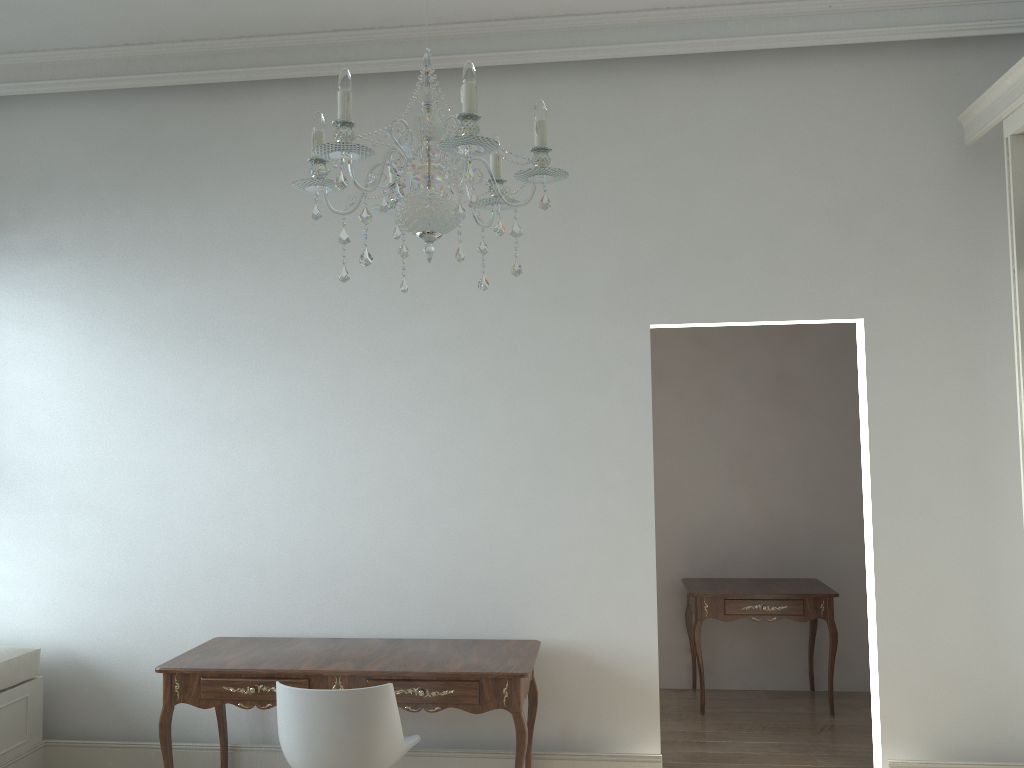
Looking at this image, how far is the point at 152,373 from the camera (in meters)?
4.11

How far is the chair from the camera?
2.9m

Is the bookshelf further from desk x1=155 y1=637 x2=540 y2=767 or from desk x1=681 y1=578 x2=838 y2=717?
desk x1=155 y1=637 x2=540 y2=767

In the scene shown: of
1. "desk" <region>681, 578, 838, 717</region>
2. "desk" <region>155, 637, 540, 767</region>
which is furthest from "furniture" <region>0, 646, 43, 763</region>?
"desk" <region>681, 578, 838, 717</region>

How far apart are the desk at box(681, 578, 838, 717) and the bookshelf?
A: 1.8m

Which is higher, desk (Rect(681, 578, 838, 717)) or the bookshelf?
the bookshelf

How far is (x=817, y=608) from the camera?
4.8 meters

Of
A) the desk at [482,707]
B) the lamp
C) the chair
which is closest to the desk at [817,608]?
the desk at [482,707]

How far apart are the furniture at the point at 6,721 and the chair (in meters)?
1.54

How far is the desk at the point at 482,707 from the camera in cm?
324
